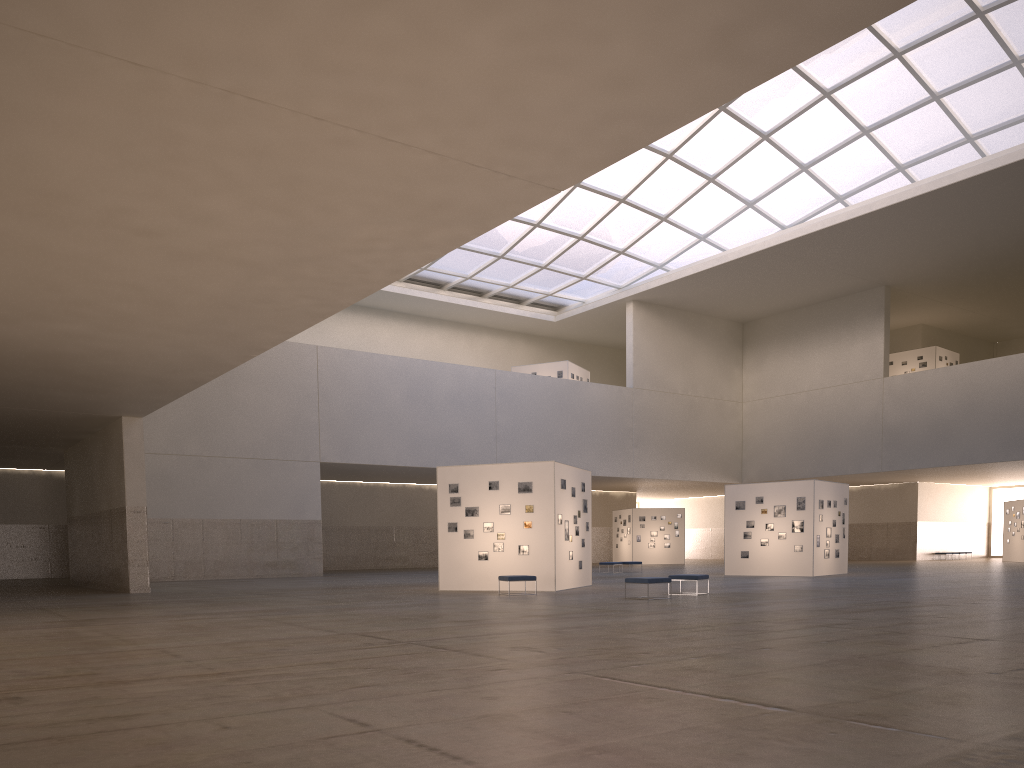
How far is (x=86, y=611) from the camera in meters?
22.7 m

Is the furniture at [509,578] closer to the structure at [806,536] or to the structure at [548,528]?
the structure at [548,528]

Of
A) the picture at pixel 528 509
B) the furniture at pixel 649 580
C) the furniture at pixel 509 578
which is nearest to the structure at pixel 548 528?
the picture at pixel 528 509

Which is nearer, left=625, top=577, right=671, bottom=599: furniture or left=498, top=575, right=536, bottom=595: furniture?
left=625, top=577, right=671, bottom=599: furniture

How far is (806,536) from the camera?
40.6m

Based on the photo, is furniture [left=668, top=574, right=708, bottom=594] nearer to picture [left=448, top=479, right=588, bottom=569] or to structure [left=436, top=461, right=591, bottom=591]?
structure [left=436, top=461, right=591, bottom=591]

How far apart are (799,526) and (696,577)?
16.3m

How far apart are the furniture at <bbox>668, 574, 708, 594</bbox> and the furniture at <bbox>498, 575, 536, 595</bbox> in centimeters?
493cm

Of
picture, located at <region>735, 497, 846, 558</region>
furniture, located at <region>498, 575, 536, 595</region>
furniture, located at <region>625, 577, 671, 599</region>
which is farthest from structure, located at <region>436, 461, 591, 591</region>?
picture, located at <region>735, 497, 846, 558</region>

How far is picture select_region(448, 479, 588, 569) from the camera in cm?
3056
